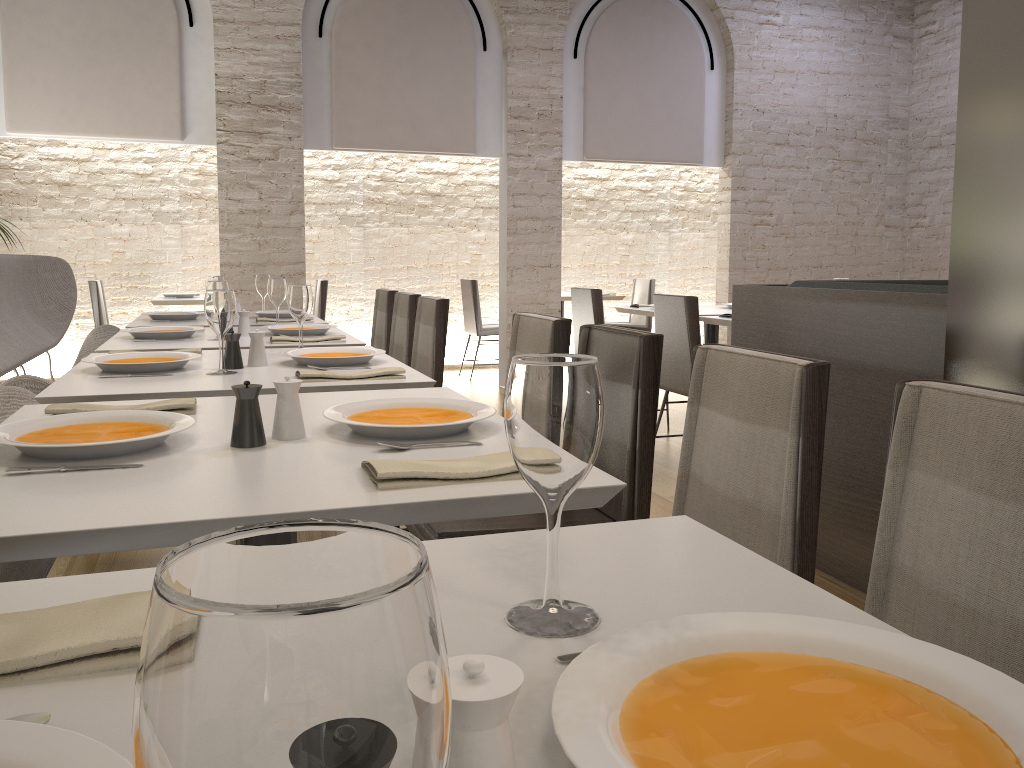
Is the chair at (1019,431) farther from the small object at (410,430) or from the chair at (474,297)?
the chair at (474,297)

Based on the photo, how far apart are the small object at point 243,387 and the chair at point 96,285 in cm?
616

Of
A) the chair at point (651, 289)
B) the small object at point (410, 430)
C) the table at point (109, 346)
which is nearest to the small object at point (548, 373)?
the small object at point (410, 430)

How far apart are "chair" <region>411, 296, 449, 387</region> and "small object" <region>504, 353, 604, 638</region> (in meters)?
3.11

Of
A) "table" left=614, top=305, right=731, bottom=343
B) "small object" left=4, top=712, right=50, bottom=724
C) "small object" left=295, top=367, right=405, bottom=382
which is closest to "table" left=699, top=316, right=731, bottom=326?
"table" left=614, top=305, right=731, bottom=343

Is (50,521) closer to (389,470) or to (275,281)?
(389,470)

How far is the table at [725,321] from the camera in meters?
4.8

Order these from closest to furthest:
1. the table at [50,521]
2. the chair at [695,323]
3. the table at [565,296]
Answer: the table at [50,521] < the chair at [695,323] < the table at [565,296]

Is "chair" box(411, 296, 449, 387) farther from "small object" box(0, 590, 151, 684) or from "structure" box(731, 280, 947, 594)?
"small object" box(0, 590, 151, 684)

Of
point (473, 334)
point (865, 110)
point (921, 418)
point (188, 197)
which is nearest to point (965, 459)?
point (921, 418)
